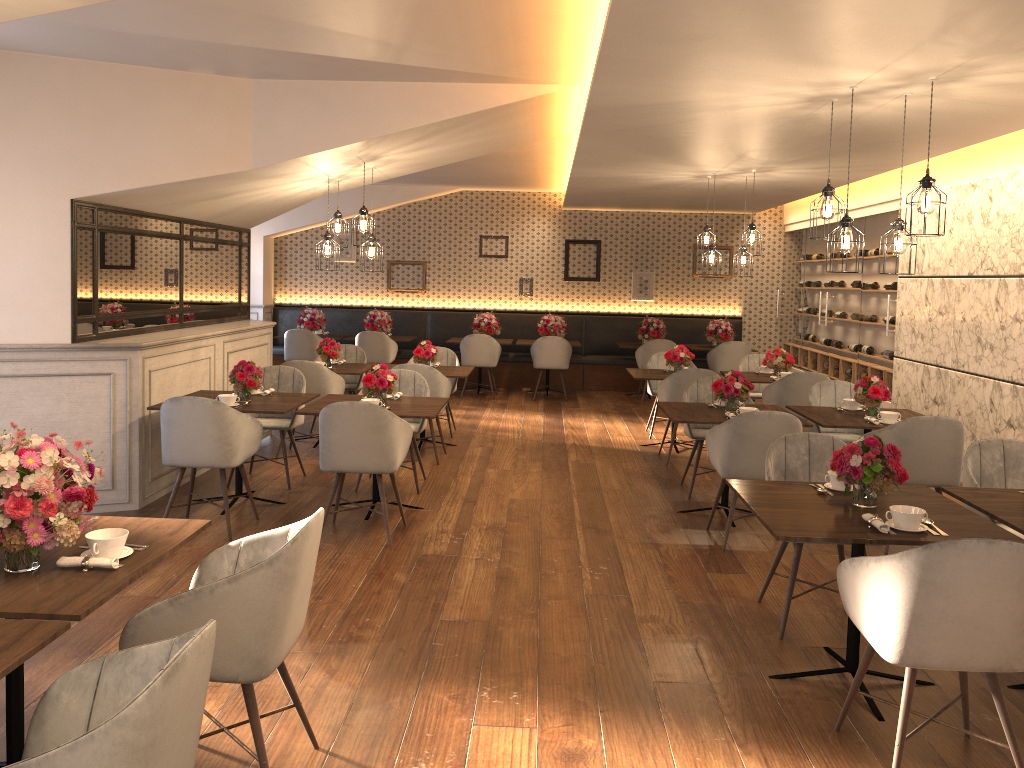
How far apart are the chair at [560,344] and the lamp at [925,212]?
7.3m

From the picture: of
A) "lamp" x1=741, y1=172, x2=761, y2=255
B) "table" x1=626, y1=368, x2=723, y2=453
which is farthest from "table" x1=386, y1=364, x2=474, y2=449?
"lamp" x1=741, y1=172, x2=761, y2=255

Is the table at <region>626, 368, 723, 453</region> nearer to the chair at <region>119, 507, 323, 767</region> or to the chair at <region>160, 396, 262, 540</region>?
the chair at <region>160, 396, 262, 540</region>

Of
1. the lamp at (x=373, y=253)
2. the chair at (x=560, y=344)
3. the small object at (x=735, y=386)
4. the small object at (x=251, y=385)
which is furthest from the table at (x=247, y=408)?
the chair at (x=560, y=344)

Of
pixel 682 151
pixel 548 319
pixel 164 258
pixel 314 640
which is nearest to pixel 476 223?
pixel 548 319

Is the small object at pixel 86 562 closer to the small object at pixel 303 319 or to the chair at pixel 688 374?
the chair at pixel 688 374

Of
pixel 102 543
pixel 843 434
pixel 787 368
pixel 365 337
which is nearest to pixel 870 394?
pixel 843 434

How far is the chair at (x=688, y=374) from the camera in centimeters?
769cm

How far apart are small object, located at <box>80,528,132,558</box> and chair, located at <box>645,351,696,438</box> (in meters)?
6.82

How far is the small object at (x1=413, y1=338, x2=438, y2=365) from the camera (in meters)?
8.23
